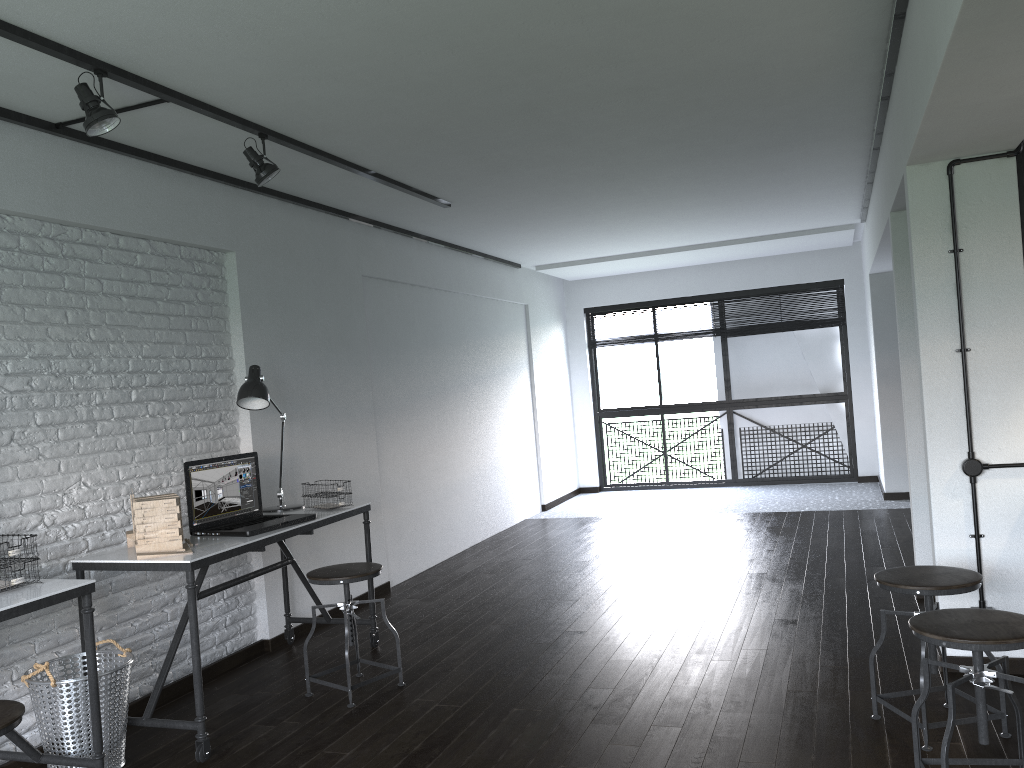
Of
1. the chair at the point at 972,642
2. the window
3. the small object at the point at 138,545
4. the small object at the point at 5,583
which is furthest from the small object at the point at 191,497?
the window

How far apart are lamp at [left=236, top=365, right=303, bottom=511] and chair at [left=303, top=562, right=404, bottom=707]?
0.6 meters

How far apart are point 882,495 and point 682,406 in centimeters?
234cm

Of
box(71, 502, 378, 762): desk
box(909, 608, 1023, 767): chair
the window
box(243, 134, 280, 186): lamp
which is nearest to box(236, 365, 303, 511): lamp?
box(71, 502, 378, 762): desk

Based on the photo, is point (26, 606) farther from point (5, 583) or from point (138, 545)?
point (138, 545)

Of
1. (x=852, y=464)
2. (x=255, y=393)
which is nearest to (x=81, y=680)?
(x=255, y=393)

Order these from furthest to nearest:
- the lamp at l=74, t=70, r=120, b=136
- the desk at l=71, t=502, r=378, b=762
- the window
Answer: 1. the window
2. the desk at l=71, t=502, r=378, b=762
3. the lamp at l=74, t=70, r=120, b=136

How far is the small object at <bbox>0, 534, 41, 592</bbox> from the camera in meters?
2.7 m

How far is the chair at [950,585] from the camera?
2.75m

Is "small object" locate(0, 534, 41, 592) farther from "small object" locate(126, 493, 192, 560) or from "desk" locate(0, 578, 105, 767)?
"small object" locate(126, 493, 192, 560)
